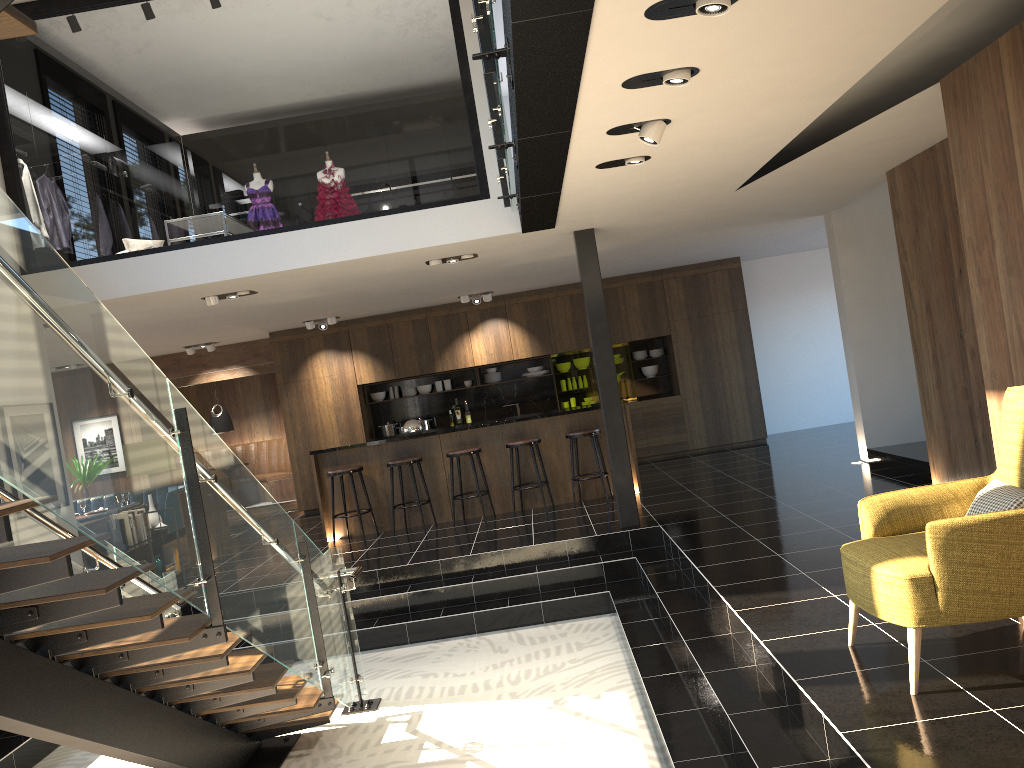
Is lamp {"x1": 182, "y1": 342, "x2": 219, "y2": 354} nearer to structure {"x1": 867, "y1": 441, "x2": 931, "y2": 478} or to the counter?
the counter

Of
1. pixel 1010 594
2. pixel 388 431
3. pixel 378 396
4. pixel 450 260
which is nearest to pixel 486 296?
pixel 378 396

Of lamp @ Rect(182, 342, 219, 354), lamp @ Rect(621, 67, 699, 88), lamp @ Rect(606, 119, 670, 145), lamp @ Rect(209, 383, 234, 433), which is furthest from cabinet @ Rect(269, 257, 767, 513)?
lamp @ Rect(621, 67, 699, 88)

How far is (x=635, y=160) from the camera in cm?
542

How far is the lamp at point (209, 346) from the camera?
13.00m

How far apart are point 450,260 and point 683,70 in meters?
4.8 m

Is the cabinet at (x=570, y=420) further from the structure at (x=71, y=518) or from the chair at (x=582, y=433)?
the structure at (x=71, y=518)

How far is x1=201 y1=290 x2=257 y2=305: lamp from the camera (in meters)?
8.38

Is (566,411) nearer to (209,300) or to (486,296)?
(486,296)

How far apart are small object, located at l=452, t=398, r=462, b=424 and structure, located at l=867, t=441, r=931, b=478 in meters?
6.2 m
